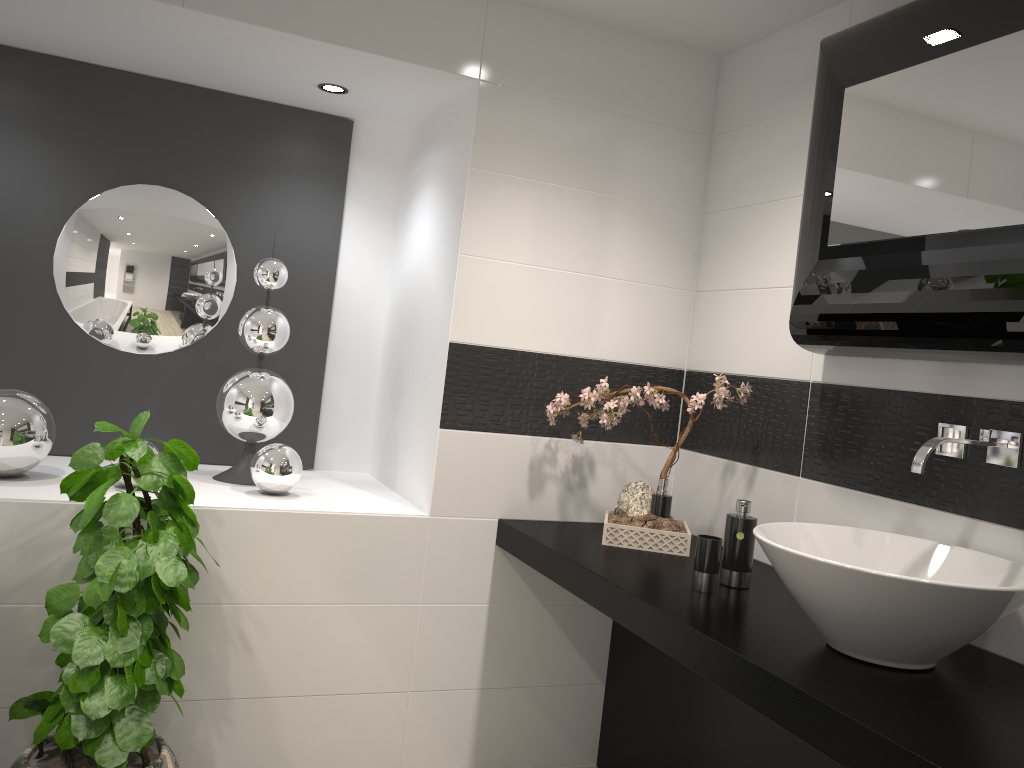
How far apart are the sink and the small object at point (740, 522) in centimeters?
21cm

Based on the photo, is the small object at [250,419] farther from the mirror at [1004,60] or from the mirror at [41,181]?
the mirror at [1004,60]

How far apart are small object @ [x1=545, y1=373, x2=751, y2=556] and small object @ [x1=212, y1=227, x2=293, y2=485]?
0.9 meters

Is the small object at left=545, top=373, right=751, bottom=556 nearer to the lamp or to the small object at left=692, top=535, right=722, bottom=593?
the small object at left=692, top=535, right=722, bottom=593

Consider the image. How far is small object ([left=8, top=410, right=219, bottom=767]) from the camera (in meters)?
2.13

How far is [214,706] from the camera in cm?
261

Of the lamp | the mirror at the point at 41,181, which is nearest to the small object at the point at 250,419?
the mirror at the point at 41,181

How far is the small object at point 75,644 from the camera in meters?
2.1

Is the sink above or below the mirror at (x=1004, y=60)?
below

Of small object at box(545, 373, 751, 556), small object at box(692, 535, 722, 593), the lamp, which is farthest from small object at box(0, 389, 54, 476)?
small object at box(692, 535, 722, 593)
